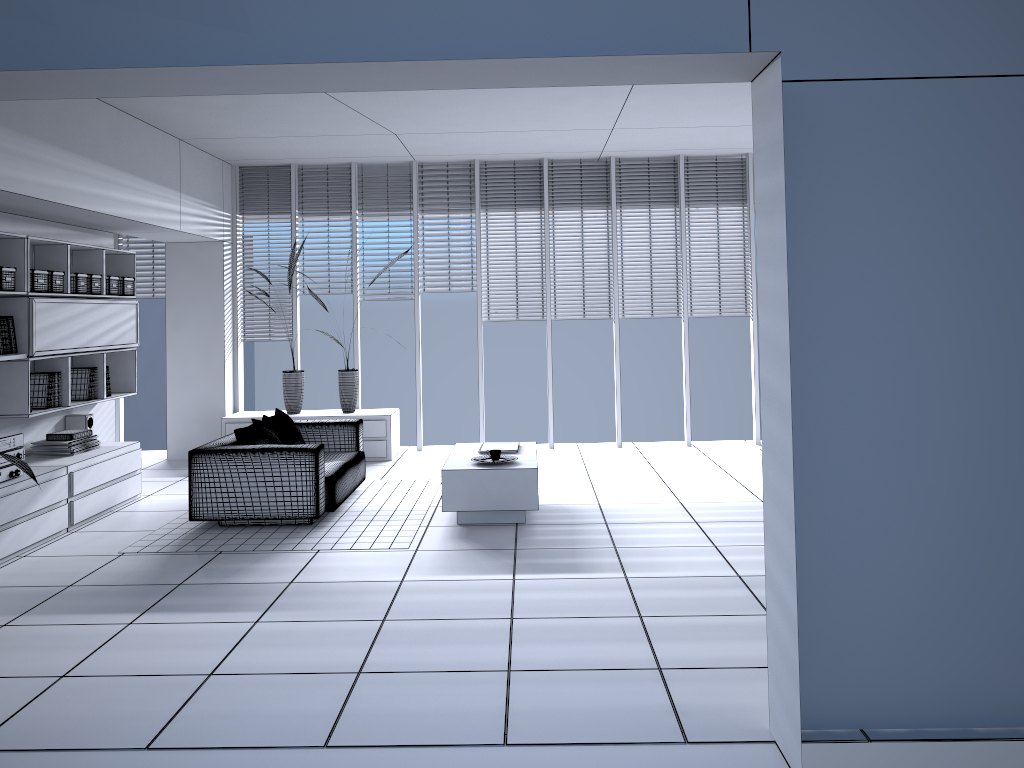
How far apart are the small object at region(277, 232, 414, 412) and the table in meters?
2.3 m

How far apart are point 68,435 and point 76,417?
0.6 meters

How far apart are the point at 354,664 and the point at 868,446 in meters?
2.3

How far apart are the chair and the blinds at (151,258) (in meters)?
3.14

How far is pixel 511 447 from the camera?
6.8 meters

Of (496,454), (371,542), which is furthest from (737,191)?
(371,542)

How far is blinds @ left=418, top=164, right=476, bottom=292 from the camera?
9.3m

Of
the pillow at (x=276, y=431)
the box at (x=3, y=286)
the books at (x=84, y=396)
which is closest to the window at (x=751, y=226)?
the pillow at (x=276, y=431)

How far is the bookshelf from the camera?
6.0m

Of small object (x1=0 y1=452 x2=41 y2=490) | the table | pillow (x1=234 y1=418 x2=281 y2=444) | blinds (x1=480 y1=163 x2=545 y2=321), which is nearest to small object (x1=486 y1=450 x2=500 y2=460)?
the table
